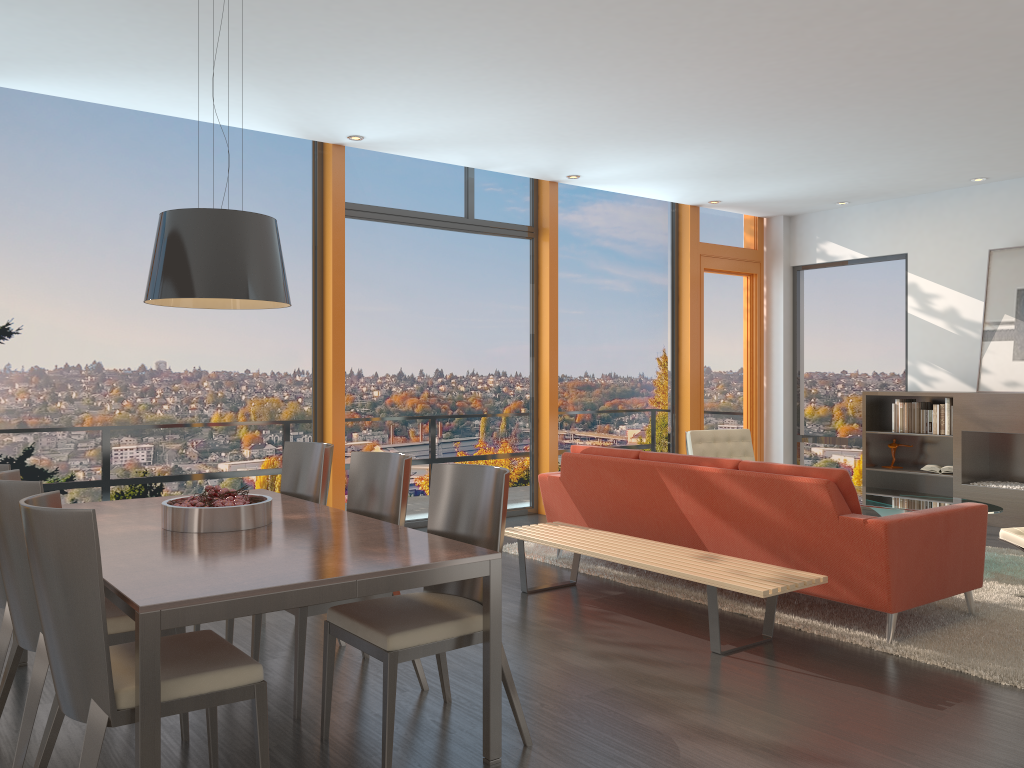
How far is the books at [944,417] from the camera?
8.1 meters

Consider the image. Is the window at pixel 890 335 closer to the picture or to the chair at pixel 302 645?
the picture

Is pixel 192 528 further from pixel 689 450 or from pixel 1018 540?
pixel 689 450

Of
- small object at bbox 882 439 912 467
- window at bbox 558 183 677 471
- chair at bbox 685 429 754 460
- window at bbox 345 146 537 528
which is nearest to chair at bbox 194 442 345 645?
window at bbox 345 146 537 528

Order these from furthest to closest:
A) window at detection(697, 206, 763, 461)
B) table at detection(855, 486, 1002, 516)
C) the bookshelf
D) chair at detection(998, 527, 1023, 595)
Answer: window at detection(697, 206, 763, 461)
the bookshelf
table at detection(855, 486, 1002, 516)
chair at detection(998, 527, 1023, 595)

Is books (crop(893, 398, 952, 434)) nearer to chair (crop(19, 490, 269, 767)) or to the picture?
the picture

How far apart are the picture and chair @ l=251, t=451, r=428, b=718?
6.4m

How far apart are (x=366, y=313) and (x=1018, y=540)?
4.95m

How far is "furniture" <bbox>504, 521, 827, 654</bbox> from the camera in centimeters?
413cm

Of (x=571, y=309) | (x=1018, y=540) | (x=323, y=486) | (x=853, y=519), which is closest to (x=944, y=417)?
(x=1018, y=540)
